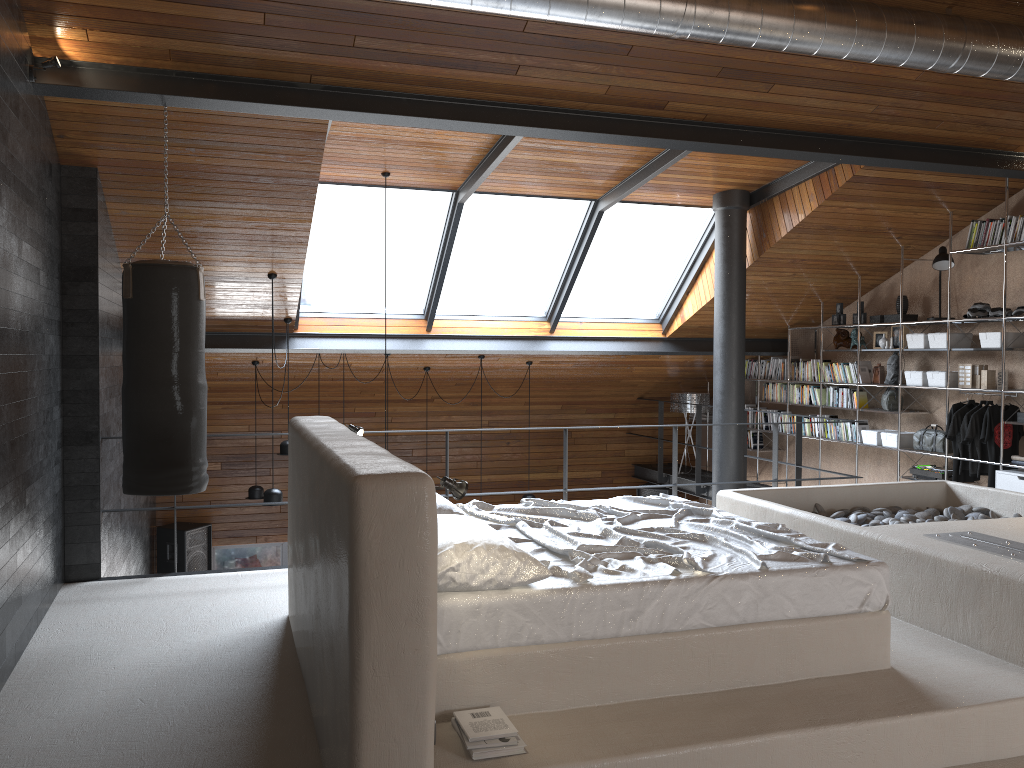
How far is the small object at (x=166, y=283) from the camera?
4.74m

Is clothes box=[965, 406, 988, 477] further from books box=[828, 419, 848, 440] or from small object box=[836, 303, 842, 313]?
small object box=[836, 303, 842, 313]

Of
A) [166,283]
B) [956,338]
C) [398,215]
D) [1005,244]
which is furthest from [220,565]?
[1005,244]

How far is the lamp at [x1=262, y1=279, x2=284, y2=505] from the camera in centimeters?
723cm

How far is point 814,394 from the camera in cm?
933

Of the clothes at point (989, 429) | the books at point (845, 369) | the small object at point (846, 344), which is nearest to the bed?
the clothes at point (989, 429)

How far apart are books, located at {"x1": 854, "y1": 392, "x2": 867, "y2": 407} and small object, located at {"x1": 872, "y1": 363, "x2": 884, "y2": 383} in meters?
0.3 m

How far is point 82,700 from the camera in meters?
3.7 m

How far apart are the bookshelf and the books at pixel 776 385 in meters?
2.5

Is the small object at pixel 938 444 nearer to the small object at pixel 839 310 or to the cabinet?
the cabinet
